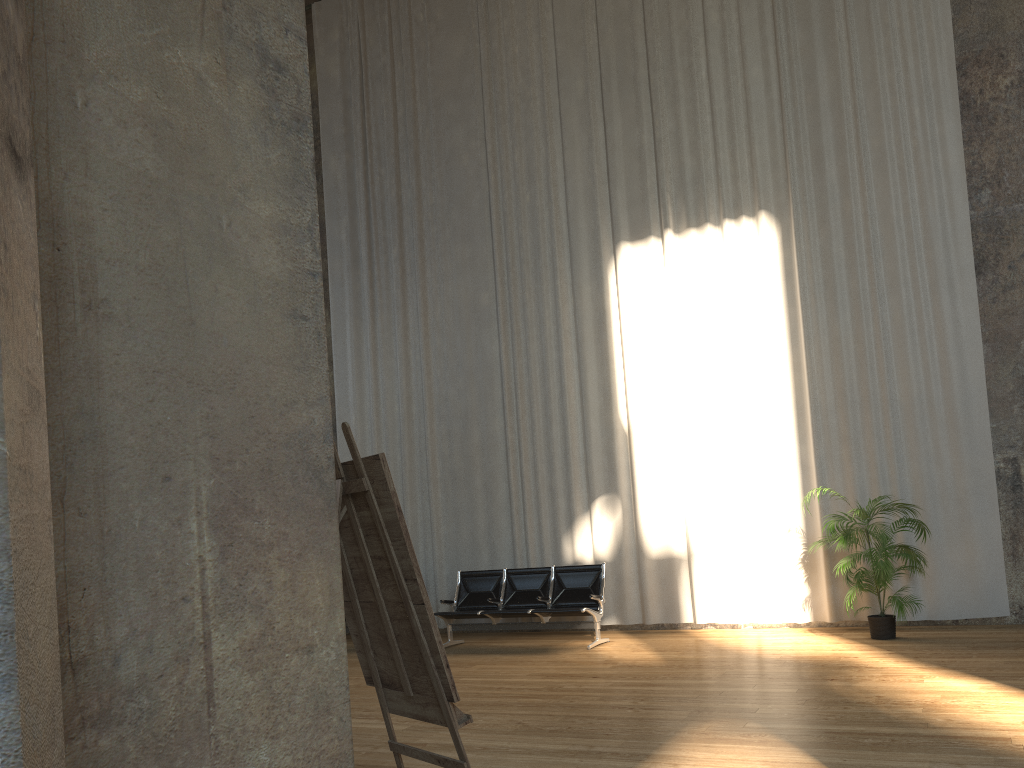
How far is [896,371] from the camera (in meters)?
8.85

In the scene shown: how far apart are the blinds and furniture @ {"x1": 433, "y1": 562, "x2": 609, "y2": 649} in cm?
68

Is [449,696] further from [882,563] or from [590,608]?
[590,608]

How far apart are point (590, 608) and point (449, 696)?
6.12m

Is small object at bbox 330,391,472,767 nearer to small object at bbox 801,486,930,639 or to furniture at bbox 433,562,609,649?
furniture at bbox 433,562,609,649

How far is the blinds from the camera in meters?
8.9 m

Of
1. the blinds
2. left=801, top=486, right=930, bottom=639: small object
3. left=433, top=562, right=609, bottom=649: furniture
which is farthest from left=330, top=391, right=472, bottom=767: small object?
the blinds

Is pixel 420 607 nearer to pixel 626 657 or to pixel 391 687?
pixel 391 687

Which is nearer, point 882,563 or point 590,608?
point 882,563

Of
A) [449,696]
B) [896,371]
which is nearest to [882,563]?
[896,371]
